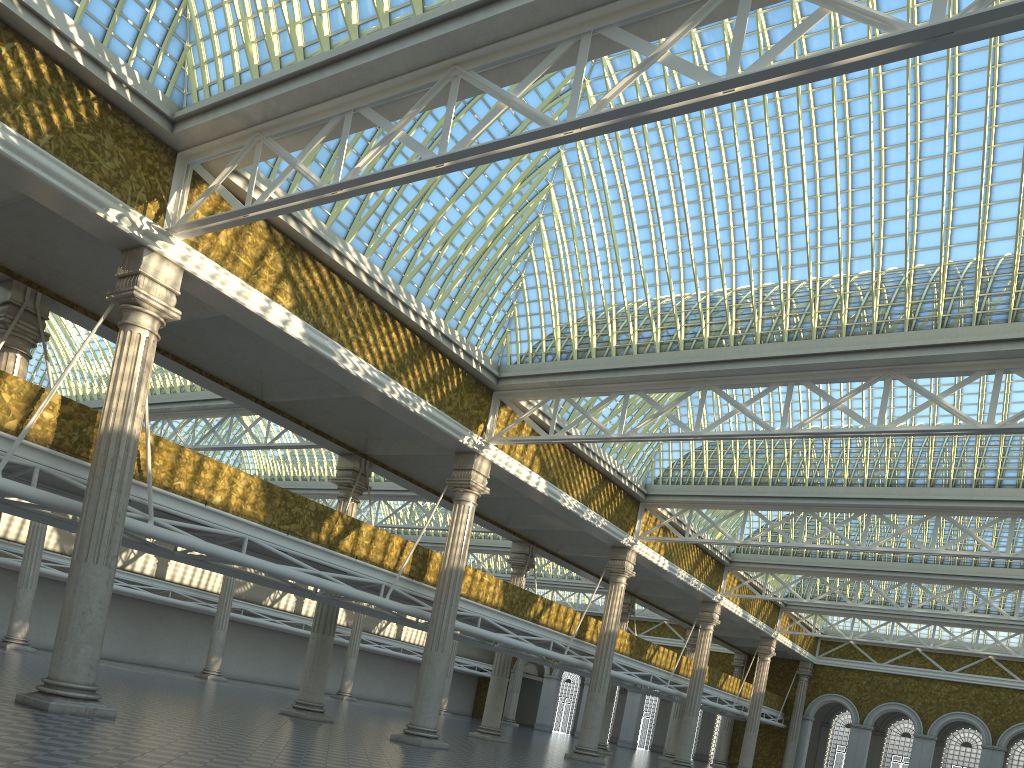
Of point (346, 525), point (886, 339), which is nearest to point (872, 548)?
point (886, 339)

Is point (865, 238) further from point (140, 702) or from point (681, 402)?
point (140, 702)
